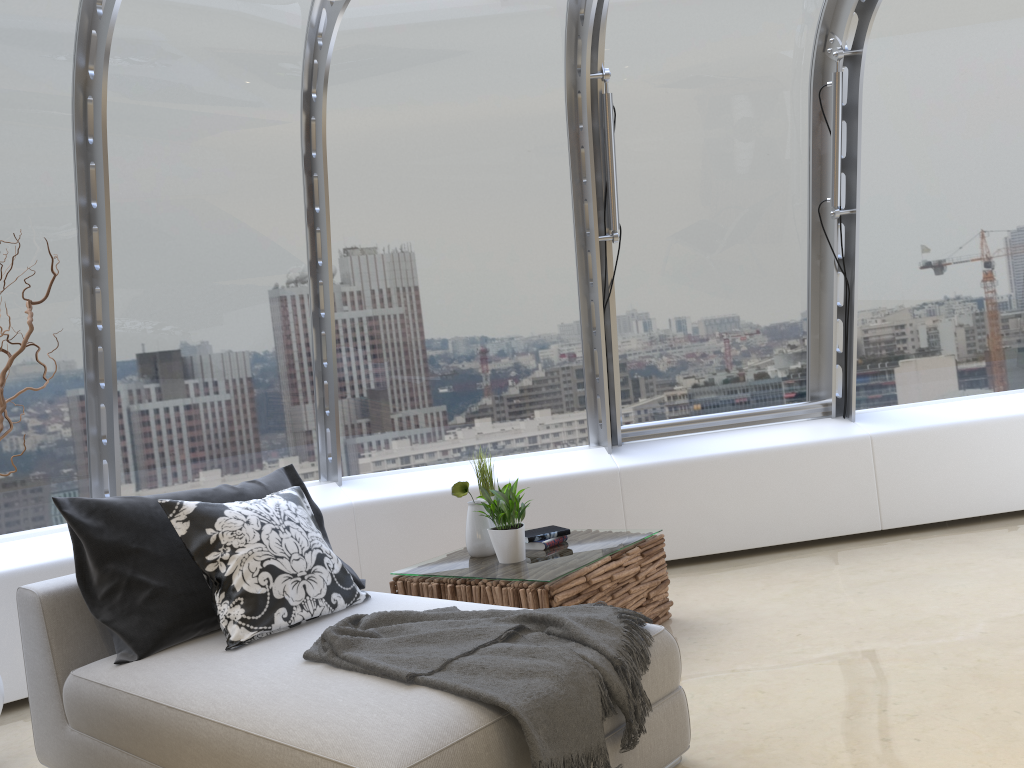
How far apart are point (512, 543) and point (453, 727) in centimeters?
177cm

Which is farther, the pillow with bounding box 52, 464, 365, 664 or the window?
the window

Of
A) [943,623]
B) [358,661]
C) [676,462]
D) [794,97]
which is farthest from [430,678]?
[794,97]

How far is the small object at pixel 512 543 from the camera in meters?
3.8

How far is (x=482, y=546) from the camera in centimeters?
404cm

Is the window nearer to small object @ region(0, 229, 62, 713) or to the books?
small object @ region(0, 229, 62, 713)

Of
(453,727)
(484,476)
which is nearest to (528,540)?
(484,476)

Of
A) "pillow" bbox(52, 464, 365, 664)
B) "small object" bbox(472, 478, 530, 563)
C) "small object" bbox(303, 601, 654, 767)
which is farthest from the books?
"small object" bbox(303, 601, 654, 767)

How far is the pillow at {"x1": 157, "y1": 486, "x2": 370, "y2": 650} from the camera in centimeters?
296cm

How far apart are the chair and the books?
0.9m
